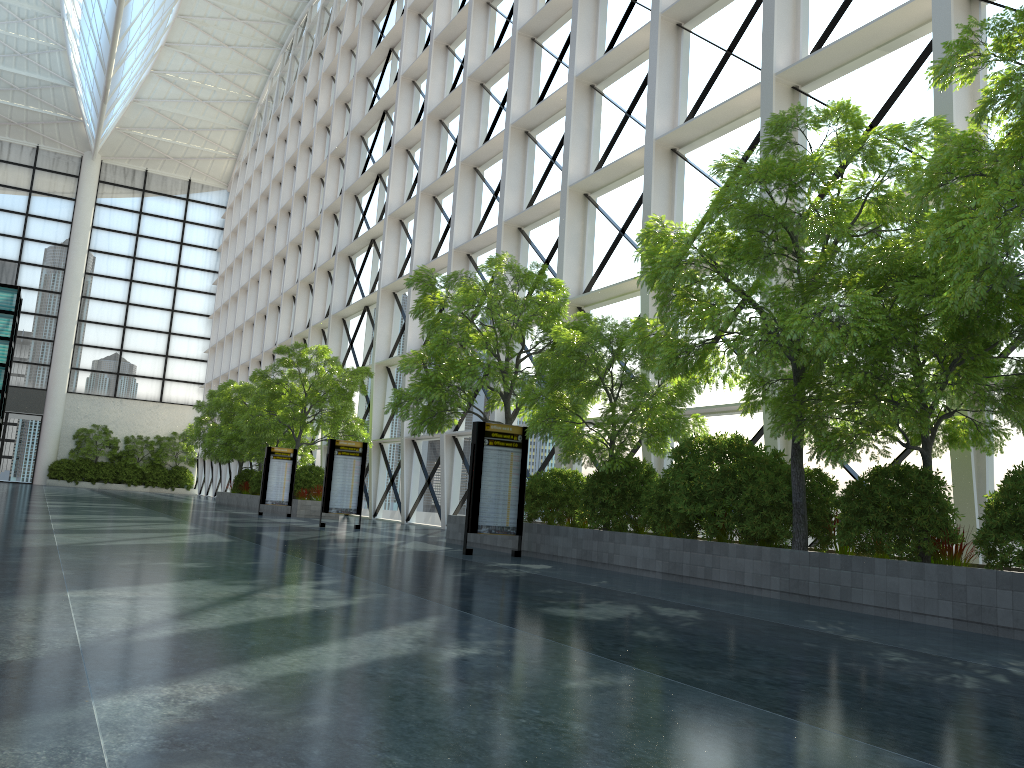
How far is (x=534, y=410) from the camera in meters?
23.6 m
